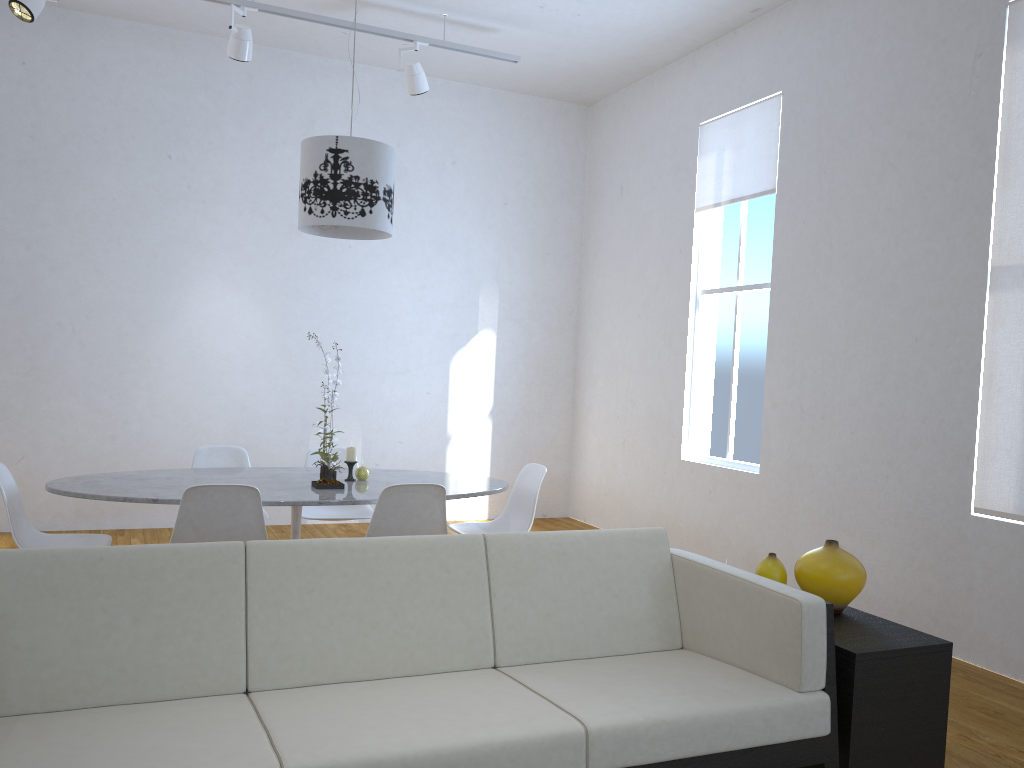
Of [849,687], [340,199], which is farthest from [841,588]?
[340,199]

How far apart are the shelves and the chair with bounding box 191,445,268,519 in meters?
2.9

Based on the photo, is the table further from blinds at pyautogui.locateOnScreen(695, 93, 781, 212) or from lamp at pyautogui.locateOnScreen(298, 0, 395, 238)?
blinds at pyautogui.locateOnScreen(695, 93, 781, 212)

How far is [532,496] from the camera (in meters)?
4.11

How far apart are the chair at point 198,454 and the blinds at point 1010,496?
3.35m

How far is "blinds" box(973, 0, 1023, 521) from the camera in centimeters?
357cm

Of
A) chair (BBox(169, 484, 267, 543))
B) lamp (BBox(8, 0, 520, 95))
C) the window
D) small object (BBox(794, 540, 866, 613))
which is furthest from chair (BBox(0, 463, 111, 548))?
the window

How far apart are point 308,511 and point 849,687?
2.9 meters

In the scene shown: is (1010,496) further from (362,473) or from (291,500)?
(291,500)

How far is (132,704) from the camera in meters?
2.0
